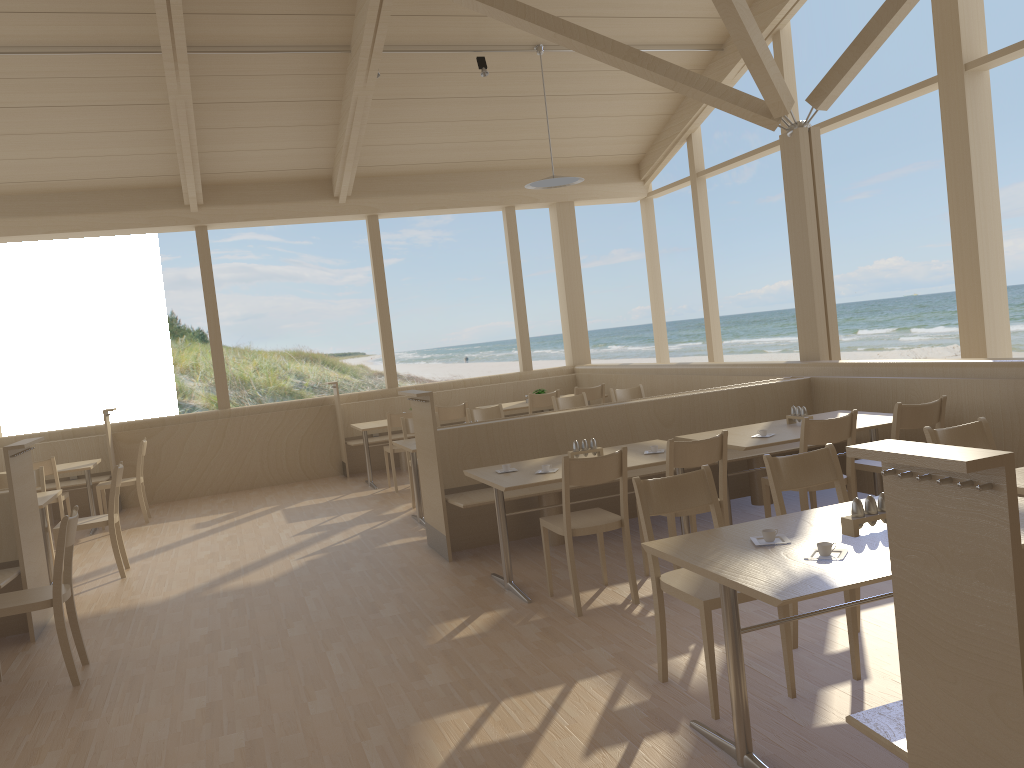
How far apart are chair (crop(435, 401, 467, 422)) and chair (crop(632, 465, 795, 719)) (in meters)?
5.36

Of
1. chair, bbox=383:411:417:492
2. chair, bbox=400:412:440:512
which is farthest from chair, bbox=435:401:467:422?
chair, bbox=400:412:440:512

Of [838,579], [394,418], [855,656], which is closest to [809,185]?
[394,418]

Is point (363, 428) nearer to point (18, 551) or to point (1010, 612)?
point (18, 551)

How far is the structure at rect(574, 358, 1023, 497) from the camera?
5.1 meters

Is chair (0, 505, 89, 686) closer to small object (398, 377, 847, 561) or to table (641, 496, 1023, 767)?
small object (398, 377, 847, 561)

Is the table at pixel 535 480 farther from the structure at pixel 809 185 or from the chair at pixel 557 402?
the chair at pixel 557 402

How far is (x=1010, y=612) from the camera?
1.5 meters

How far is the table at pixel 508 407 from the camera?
9.5m

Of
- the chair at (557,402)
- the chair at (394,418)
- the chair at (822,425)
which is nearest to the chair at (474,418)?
the chair at (557,402)
